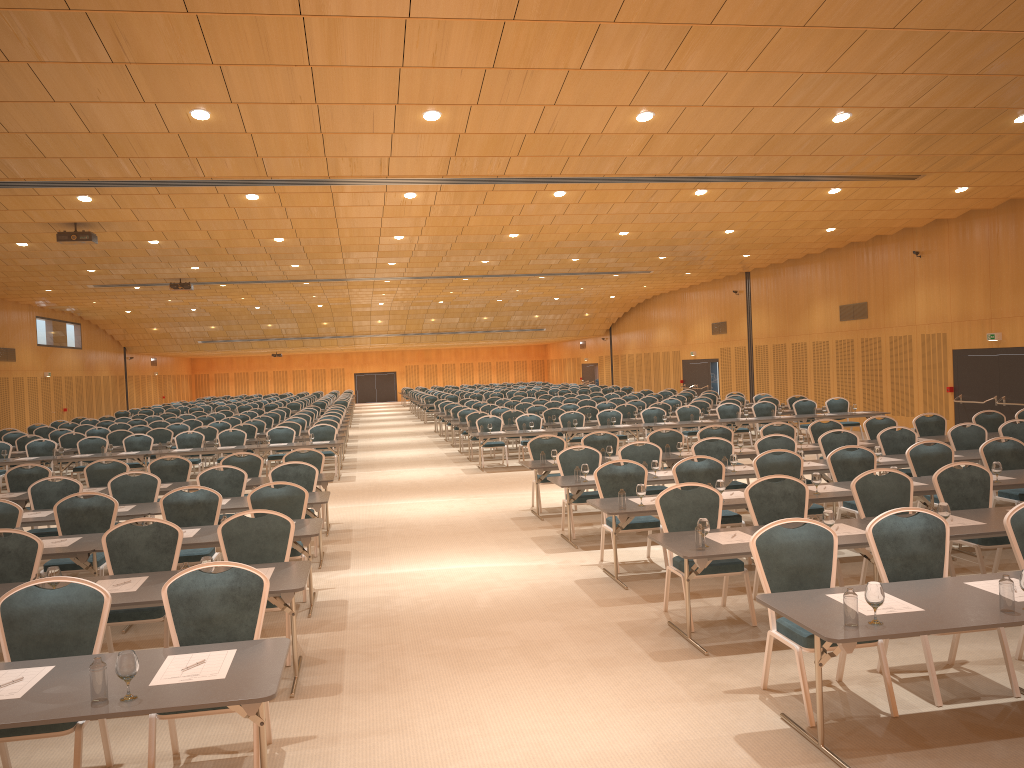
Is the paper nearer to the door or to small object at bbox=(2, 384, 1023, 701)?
small object at bbox=(2, 384, 1023, 701)

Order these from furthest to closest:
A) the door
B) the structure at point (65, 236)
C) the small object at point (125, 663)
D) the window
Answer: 1. the window
2. the door
3. the structure at point (65, 236)
4. the small object at point (125, 663)

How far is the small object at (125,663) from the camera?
3.93m

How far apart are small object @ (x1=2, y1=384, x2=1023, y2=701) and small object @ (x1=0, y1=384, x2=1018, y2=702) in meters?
0.1

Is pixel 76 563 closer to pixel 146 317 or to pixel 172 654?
pixel 172 654

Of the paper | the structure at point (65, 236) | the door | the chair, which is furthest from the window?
the paper

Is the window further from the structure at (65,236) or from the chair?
the structure at (65,236)

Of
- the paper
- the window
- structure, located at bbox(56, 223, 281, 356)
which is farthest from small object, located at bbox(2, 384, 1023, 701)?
the window

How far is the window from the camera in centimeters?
3381cm

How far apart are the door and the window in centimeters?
62cm
